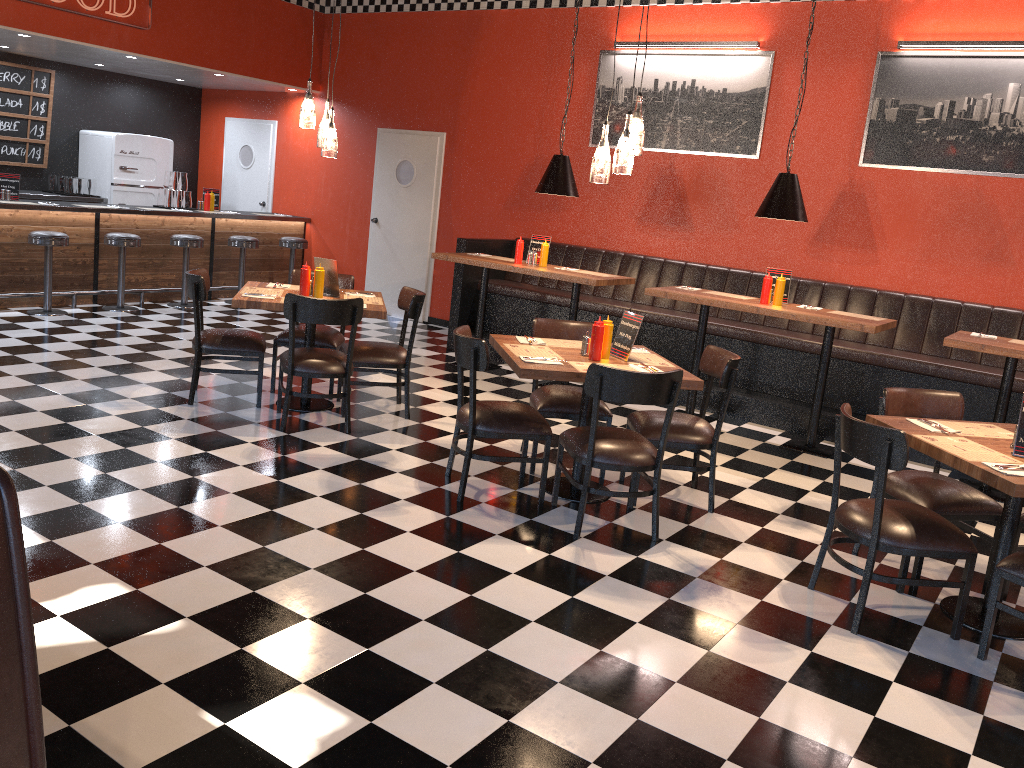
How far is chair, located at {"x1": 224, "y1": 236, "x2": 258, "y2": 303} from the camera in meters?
10.0 m

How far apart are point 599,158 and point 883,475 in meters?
2.1

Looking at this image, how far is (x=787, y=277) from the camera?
6.71m

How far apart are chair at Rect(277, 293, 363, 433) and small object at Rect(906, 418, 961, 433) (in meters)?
3.19

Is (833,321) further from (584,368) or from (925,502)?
(584,368)

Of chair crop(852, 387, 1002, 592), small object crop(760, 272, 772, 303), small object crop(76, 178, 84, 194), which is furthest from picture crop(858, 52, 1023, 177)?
small object crop(76, 178, 84, 194)

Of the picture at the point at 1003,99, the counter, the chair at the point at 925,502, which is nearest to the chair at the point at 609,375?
the chair at the point at 925,502

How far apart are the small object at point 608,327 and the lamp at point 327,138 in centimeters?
228cm

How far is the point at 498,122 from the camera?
9.5 meters

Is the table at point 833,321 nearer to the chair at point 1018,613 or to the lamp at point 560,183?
the lamp at point 560,183
